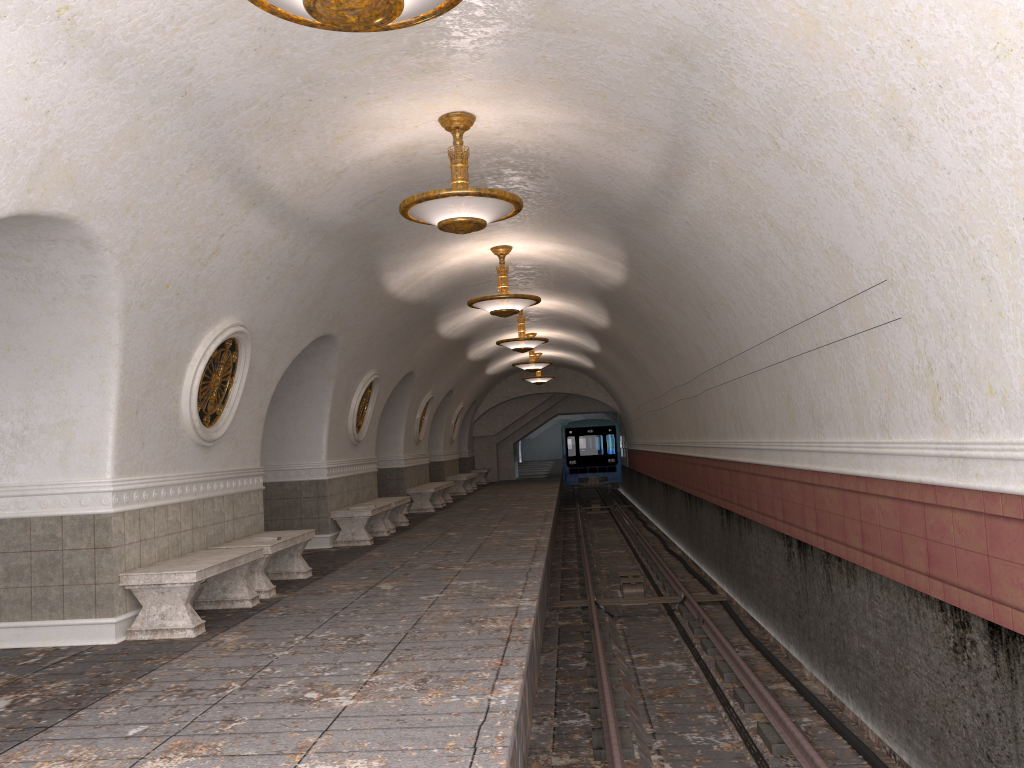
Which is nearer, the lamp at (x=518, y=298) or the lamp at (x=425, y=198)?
the lamp at (x=425, y=198)

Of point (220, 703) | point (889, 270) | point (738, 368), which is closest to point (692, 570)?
point (738, 368)

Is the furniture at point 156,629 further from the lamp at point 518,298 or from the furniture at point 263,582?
the lamp at point 518,298

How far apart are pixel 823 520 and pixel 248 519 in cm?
584

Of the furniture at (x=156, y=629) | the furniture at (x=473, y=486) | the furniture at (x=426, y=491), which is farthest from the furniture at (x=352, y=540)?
the furniture at (x=473, y=486)

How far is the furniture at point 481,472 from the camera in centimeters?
3094cm

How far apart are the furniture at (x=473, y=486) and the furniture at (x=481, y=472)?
3.3 meters

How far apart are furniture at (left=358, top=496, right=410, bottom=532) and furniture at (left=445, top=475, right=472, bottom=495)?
8.99m

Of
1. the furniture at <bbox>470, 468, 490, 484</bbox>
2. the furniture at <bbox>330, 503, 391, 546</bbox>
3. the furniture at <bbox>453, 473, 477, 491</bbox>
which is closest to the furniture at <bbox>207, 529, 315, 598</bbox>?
the furniture at <bbox>330, 503, 391, 546</bbox>

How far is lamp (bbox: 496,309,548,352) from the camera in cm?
1644
